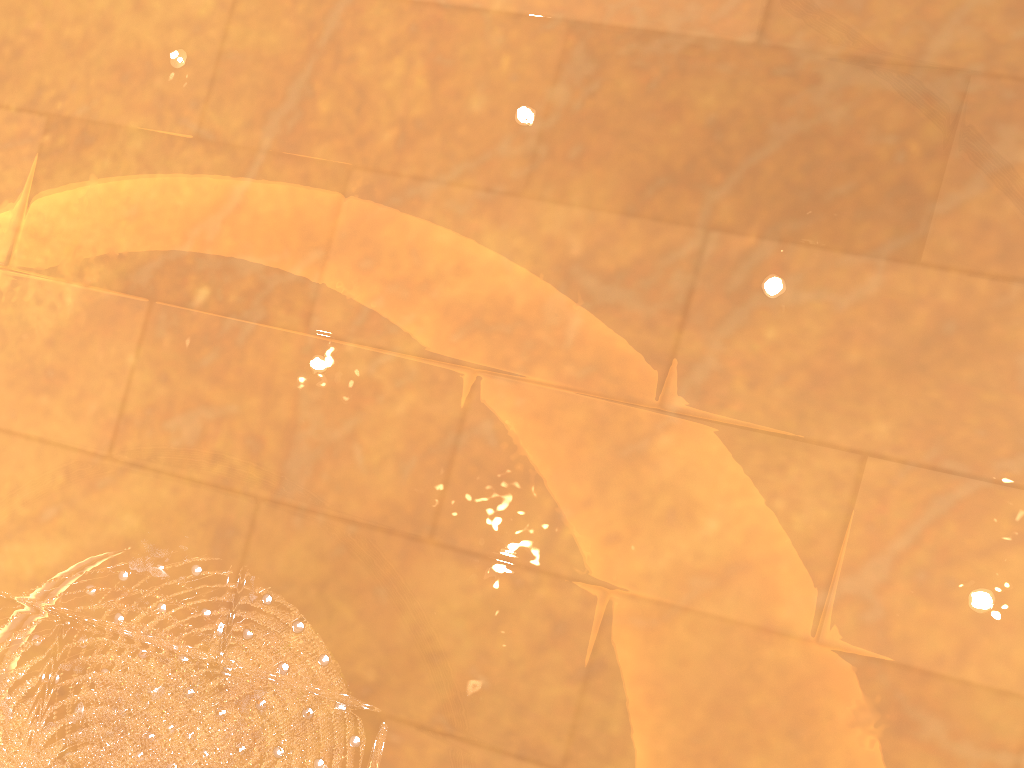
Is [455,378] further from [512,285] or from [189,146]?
[189,146]

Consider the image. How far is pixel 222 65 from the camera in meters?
2.0 m

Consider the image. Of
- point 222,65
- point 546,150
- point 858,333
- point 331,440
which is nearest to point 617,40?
point 546,150
